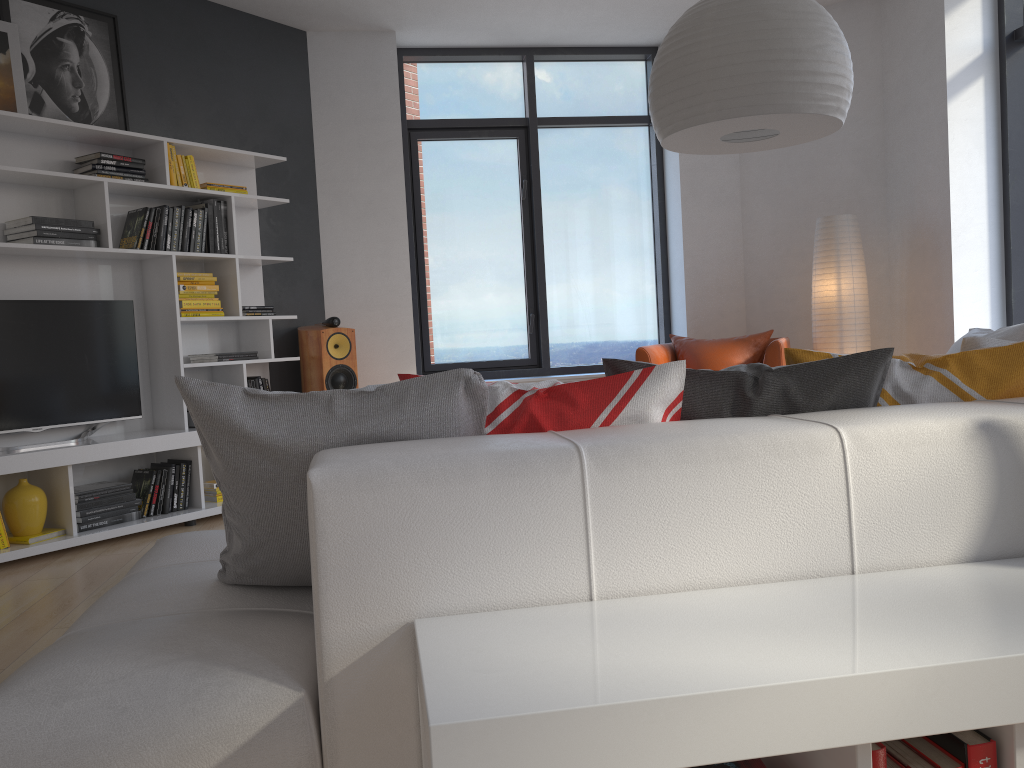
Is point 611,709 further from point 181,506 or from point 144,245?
point 144,245

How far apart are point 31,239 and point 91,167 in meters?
0.5

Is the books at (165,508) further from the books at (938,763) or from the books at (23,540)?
the books at (938,763)

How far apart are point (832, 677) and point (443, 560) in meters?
0.5

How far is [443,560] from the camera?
1.3m

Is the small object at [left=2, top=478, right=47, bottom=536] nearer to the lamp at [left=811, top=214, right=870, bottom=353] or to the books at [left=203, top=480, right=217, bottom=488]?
the books at [left=203, top=480, right=217, bottom=488]

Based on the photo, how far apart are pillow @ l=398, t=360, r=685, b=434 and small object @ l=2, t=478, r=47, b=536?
3.3m

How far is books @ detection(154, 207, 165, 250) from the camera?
4.7m

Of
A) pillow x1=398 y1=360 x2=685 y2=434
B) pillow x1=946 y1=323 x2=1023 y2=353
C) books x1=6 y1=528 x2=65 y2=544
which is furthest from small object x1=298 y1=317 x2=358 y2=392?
pillow x1=398 y1=360 x2=685 y2=434

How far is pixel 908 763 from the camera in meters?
1.1
